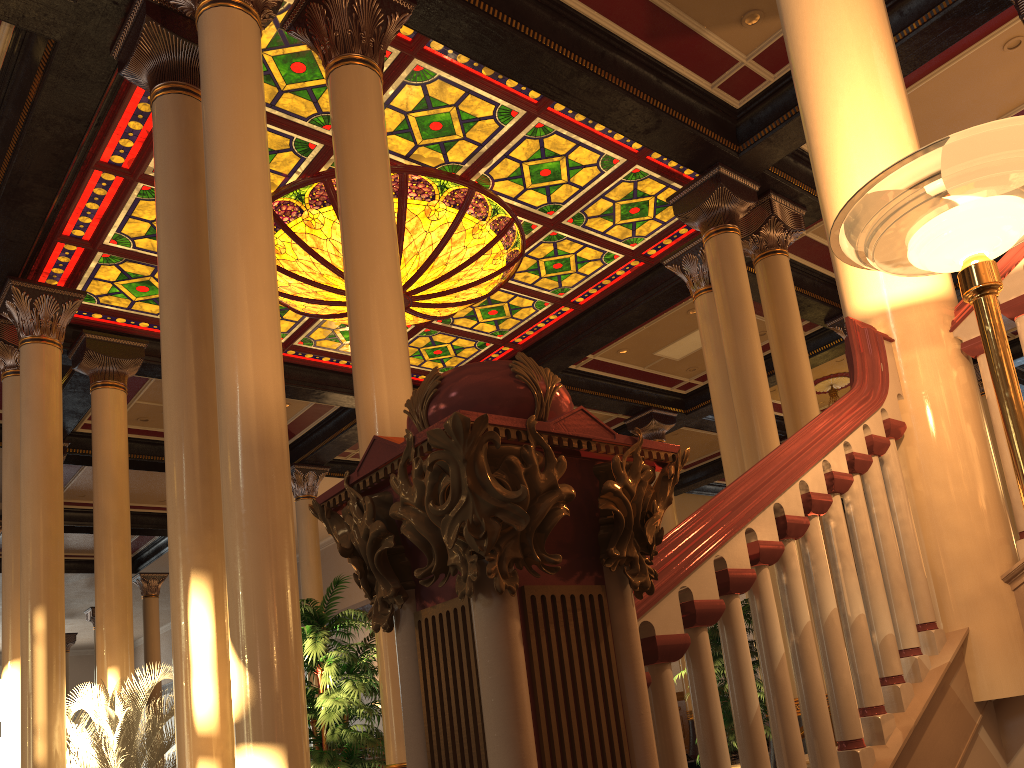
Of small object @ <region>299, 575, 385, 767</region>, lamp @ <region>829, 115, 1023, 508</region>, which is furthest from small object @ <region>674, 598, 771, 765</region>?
lamp @ <region>829, 115, 1023, 508</region>

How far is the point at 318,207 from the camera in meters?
8.6 m

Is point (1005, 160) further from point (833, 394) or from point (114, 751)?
point (833, 394)

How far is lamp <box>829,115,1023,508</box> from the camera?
1.8 meters

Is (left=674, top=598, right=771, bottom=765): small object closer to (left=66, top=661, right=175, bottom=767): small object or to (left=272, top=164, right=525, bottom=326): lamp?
(left=272, top=164, right=525, bottom=326): lamp

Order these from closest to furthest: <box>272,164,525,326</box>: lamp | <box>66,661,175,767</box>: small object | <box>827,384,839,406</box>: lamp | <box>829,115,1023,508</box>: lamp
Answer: <box>829,115,1023,508</box>: lamp → <box>66,661,175,767</box>: small object → <box>272,164,525,326</box>: lamp → <box>827,384,839,406</box>: lamp

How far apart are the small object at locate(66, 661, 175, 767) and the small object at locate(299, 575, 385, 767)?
2.97m

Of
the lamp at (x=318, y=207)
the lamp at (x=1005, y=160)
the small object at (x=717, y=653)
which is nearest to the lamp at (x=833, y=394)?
the lamp at (x=318, y=207)

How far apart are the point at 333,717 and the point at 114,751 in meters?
4.1 m

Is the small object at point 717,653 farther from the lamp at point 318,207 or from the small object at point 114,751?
the small object at point 114,751
